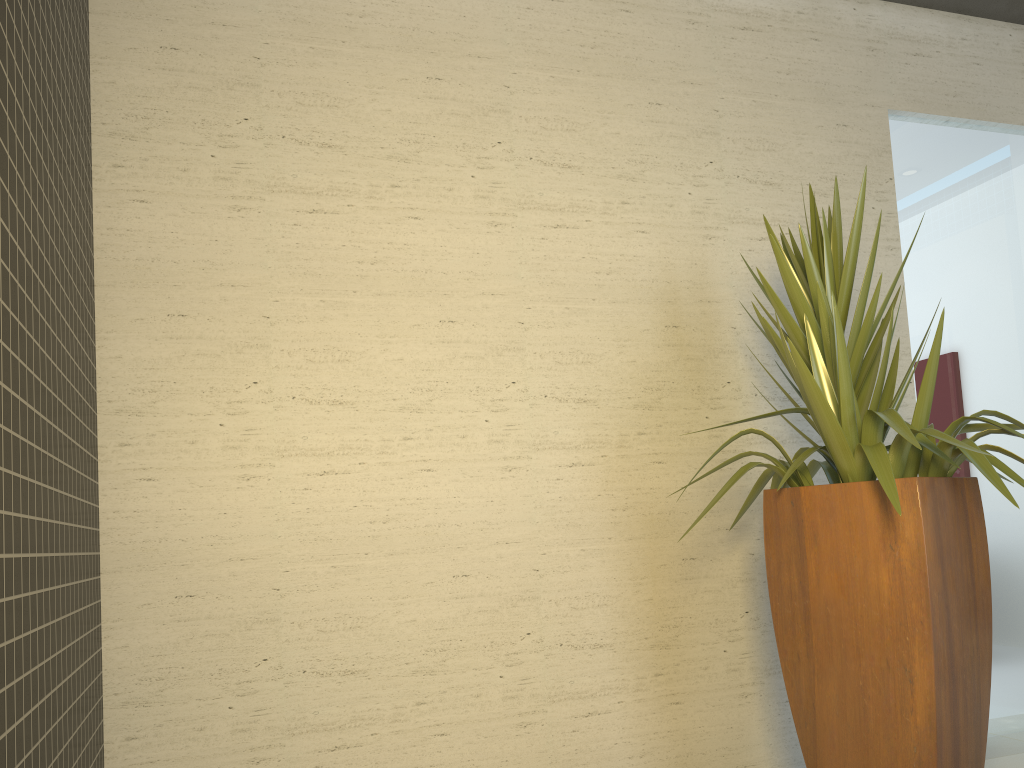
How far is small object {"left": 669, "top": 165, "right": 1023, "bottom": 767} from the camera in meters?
2.3 m

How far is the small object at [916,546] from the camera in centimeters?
235cm

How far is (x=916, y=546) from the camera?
2.3m
